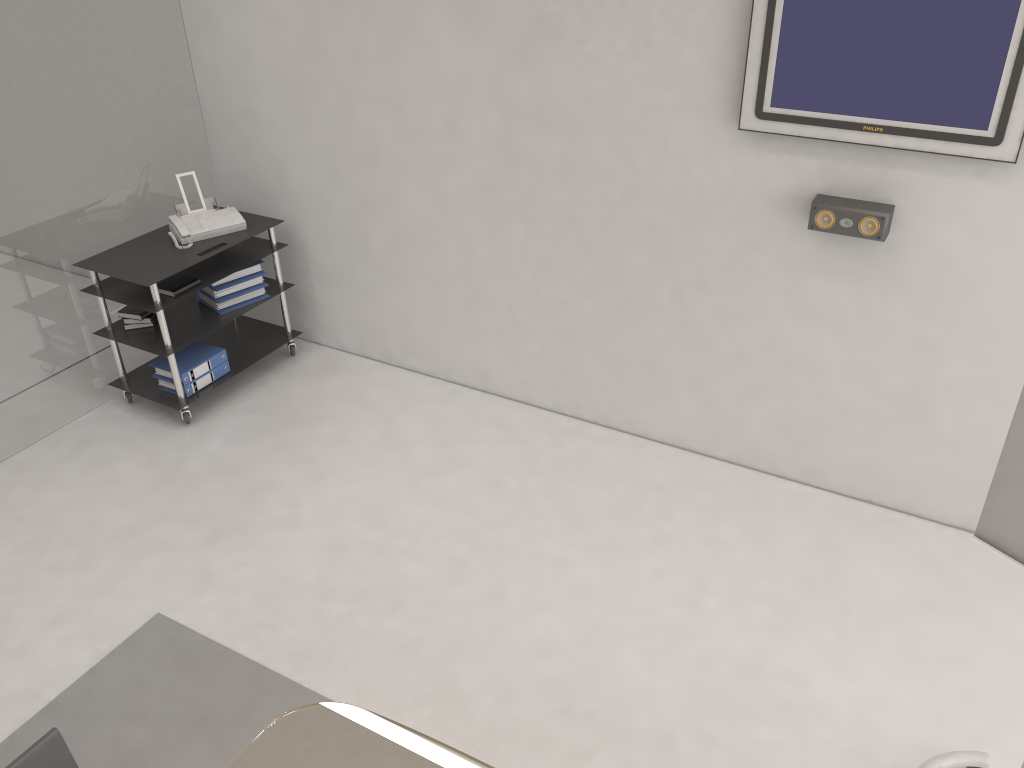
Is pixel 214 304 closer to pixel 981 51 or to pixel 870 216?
pixel 870 216

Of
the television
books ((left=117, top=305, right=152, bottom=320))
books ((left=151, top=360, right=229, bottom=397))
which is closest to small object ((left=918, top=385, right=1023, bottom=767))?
the television

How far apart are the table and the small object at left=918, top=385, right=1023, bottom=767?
1.4m

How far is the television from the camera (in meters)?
3.05

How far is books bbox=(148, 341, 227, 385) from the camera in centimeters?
479cm

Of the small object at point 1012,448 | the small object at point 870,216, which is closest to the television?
the small object at point 870,216

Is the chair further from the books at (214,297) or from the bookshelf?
the books at (214,297)

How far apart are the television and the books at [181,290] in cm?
284

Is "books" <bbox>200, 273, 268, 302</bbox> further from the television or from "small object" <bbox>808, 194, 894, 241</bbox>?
"small object" <bbox>808, 194, 894, 241</bbox>

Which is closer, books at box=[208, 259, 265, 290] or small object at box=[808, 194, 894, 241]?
small object at box=[808, 194, 894, 241]
